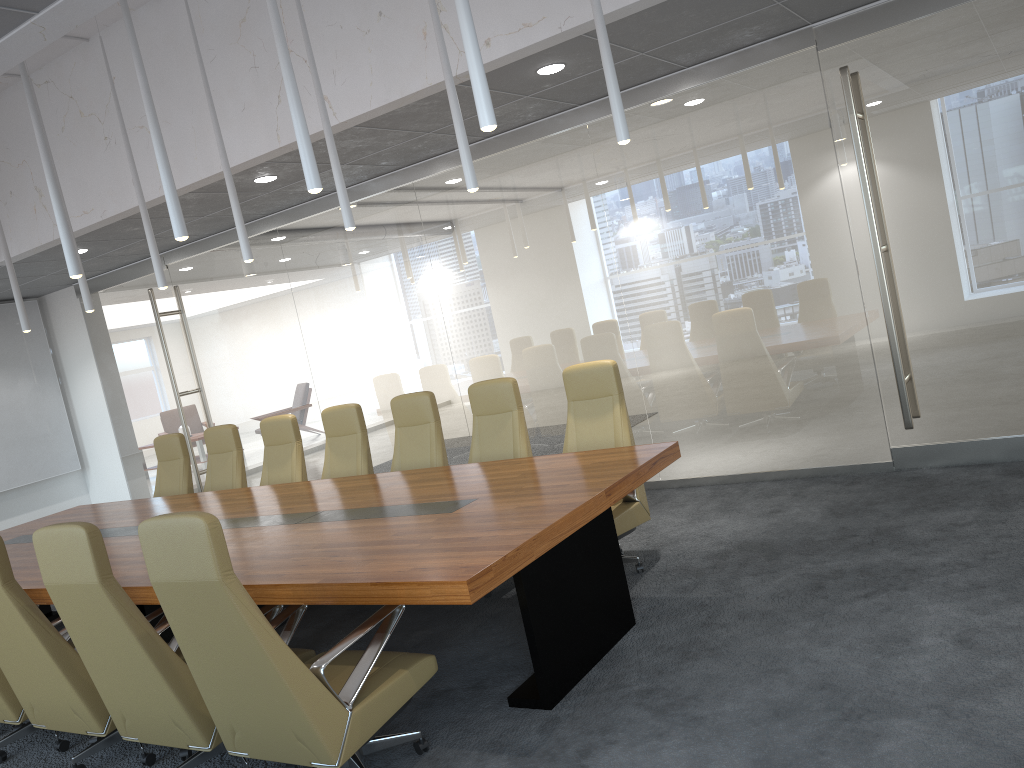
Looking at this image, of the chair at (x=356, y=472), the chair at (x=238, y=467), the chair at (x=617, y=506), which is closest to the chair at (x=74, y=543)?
the chair at (x=617, y=506)

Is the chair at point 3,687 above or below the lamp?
below

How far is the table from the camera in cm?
388

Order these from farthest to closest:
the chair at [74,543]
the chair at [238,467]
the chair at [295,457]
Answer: the chair at [238,467] → the chair at [295,457] → the chair at [74,543]

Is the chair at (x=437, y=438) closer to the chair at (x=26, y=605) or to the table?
the table

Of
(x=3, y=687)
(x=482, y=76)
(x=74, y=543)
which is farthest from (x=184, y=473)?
(x=482, y=76)

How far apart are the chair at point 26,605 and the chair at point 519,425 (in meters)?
2.62

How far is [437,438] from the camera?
7.05m

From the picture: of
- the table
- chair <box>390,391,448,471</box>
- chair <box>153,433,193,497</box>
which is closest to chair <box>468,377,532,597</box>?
chair <box>390,391,448,471</box>

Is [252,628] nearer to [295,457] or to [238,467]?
[295,457]
